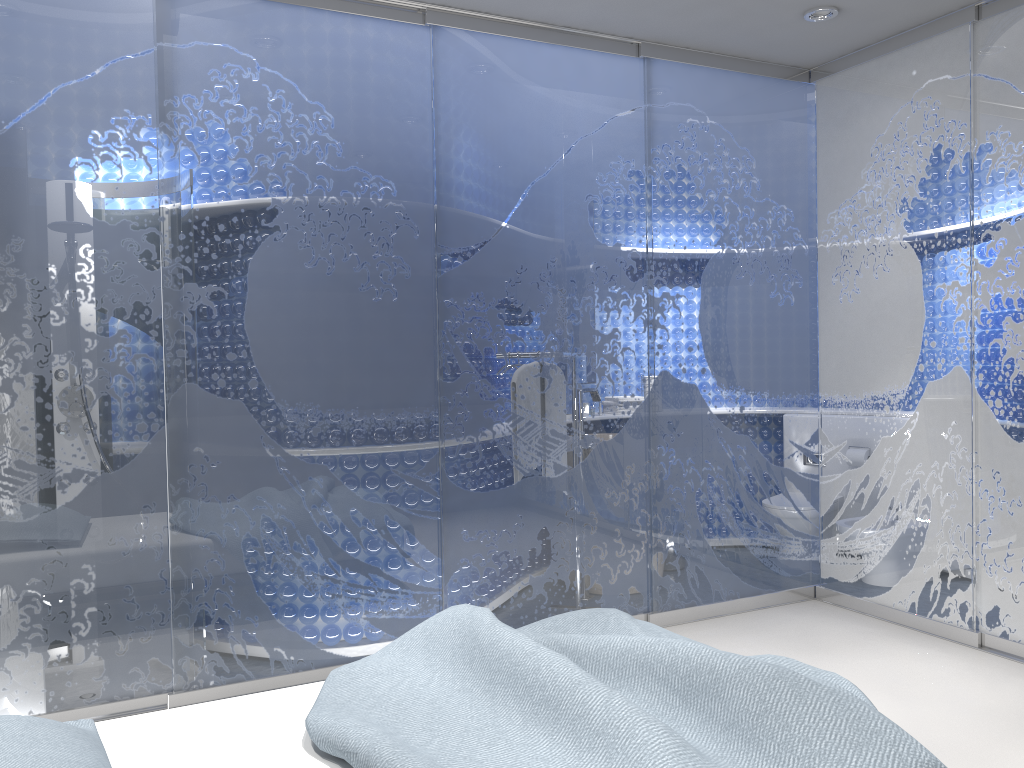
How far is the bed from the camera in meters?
1.8

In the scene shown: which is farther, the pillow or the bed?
the bed

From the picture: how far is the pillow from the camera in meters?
1.6

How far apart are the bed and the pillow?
0.05m

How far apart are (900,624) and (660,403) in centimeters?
153cm

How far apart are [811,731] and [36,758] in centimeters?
149cm

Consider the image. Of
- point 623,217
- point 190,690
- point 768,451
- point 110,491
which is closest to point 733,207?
point 623,217

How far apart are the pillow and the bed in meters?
0.0

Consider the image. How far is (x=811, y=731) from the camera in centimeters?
179cm
